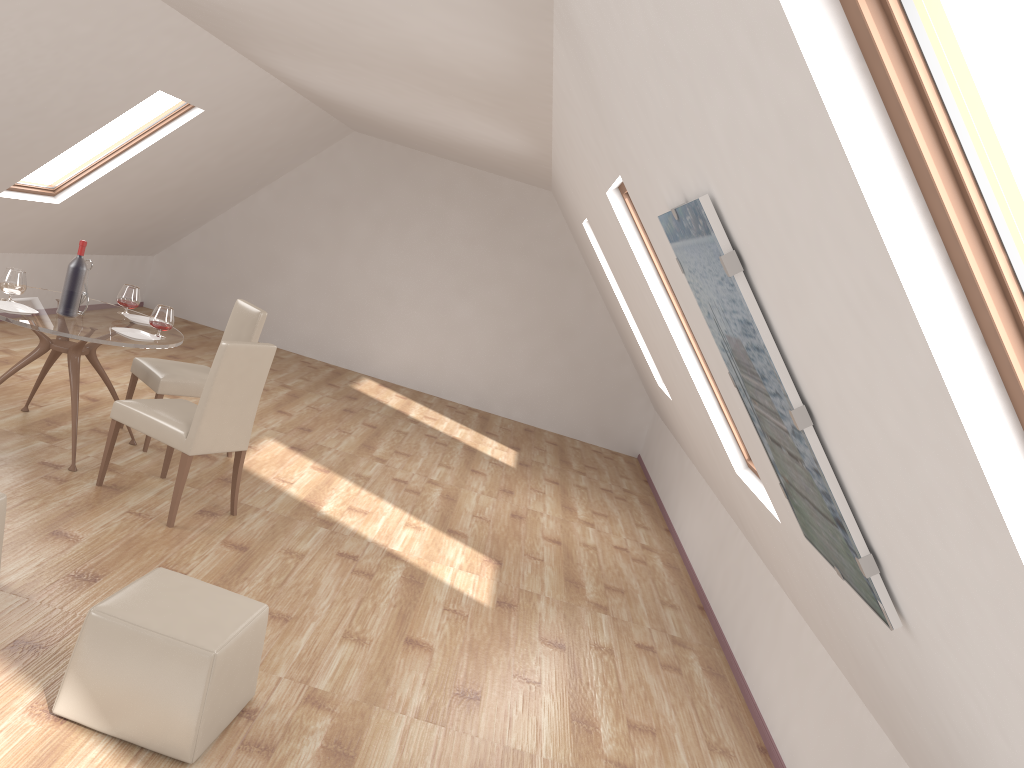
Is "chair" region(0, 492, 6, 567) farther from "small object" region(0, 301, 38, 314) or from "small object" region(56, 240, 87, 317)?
"small object" region(56, 240, 87, 317)

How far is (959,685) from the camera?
1.7 meters

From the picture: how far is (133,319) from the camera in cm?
540

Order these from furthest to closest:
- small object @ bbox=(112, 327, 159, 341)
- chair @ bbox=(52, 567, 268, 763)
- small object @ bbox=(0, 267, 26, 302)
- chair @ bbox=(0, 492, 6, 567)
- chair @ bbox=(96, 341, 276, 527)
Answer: small object @ bbox=(112, 327, 159, 341)
small object @ bbox=(0, 267, 26, 302)
chair @ bbox=(96, 341, 276, 527)
chair @ bbox=(0, 492, 6, 567)
chair @ bbox=(52, 567, 268, 763)

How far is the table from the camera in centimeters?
463cm

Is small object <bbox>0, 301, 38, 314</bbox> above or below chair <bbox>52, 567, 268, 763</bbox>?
above

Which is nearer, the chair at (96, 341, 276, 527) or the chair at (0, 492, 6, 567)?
the chair at (0, 492, 6, 567)

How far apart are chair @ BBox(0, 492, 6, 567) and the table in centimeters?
139cm

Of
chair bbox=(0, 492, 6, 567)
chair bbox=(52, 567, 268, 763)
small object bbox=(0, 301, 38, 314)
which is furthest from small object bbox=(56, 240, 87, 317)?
chair bbox=(52, 567, 268, 763)

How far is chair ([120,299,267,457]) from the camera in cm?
547
